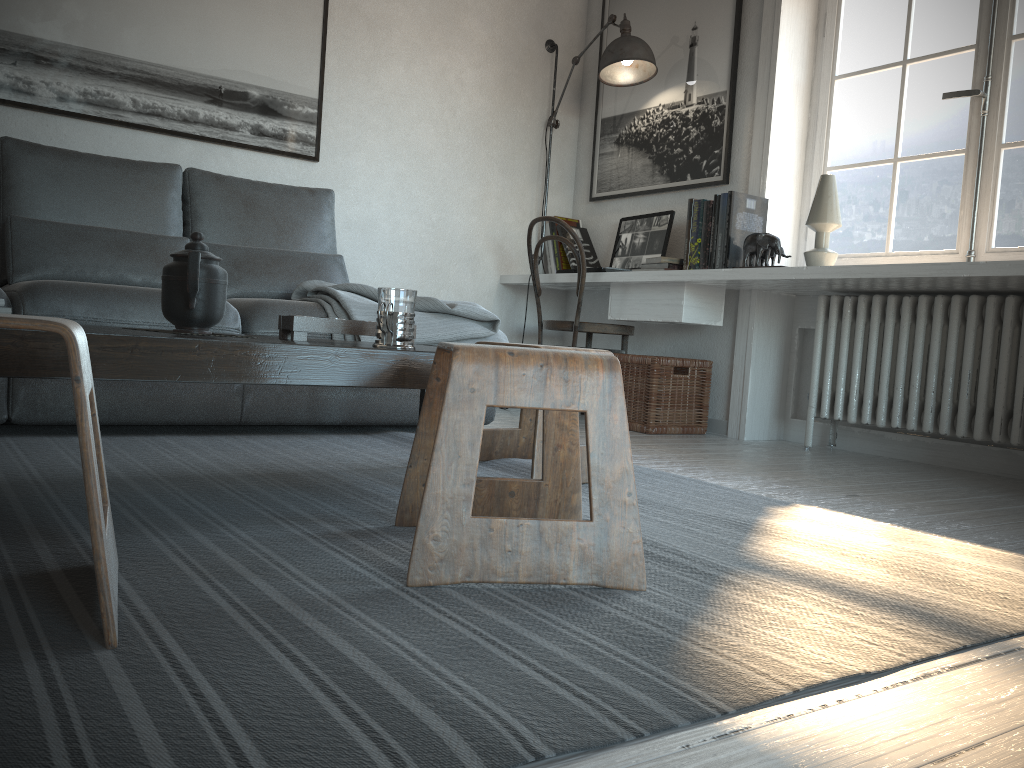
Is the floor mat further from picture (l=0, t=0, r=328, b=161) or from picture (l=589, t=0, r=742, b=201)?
picture (l=589, t=0, r=742, b=201)

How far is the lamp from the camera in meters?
3.9

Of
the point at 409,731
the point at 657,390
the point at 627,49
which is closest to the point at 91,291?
the point at 409,731

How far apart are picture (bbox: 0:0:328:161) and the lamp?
1.2 meters

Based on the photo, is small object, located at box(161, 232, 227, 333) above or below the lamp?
below

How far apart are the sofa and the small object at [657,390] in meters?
0.8

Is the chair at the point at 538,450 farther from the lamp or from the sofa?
the lamp

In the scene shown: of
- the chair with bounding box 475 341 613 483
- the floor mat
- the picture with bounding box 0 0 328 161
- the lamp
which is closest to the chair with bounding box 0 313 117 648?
the floor mat

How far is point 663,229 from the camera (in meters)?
4.01

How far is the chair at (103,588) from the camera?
0.9m
